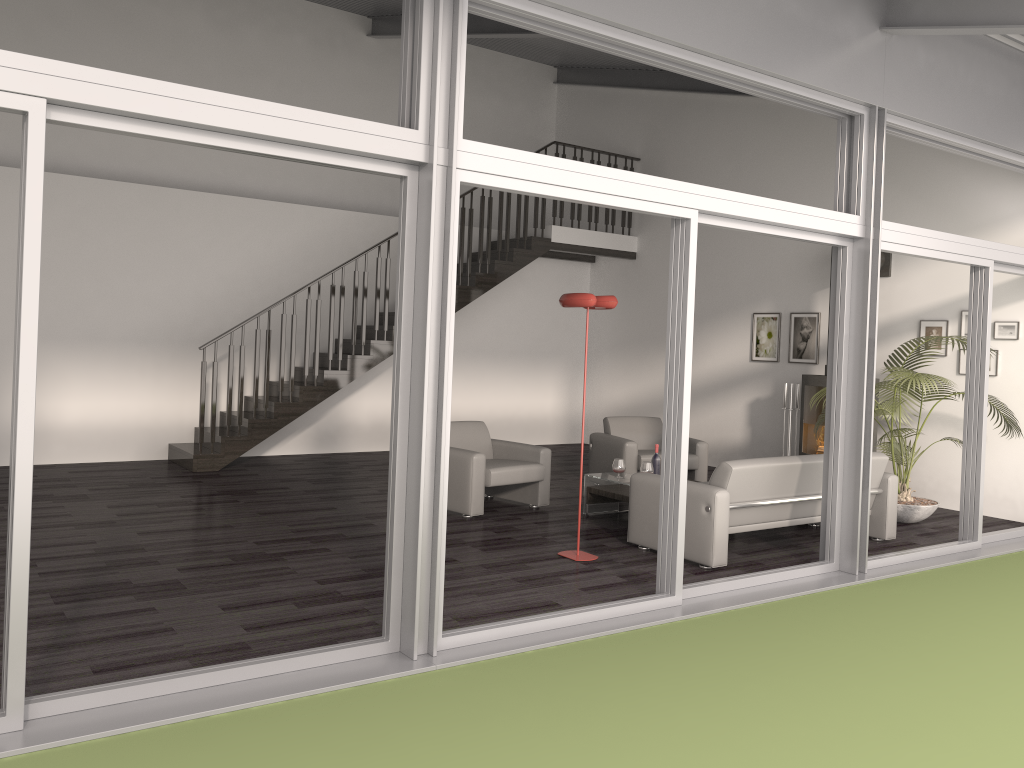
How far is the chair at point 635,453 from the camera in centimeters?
862cm

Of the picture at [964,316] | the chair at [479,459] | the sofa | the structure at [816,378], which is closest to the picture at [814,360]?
the structure at [816,378]

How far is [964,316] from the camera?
8.5m

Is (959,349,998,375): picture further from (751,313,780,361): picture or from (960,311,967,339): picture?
(751,313,780,361): picture

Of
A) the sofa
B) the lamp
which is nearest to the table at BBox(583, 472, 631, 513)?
the sofa

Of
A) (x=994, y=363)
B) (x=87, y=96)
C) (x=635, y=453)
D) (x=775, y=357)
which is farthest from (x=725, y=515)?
(x=775, y=357)

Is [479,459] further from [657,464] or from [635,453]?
[635,453]

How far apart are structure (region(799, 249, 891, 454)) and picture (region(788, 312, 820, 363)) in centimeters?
75cm

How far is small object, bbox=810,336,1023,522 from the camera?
7.01m

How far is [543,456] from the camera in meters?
7.7
